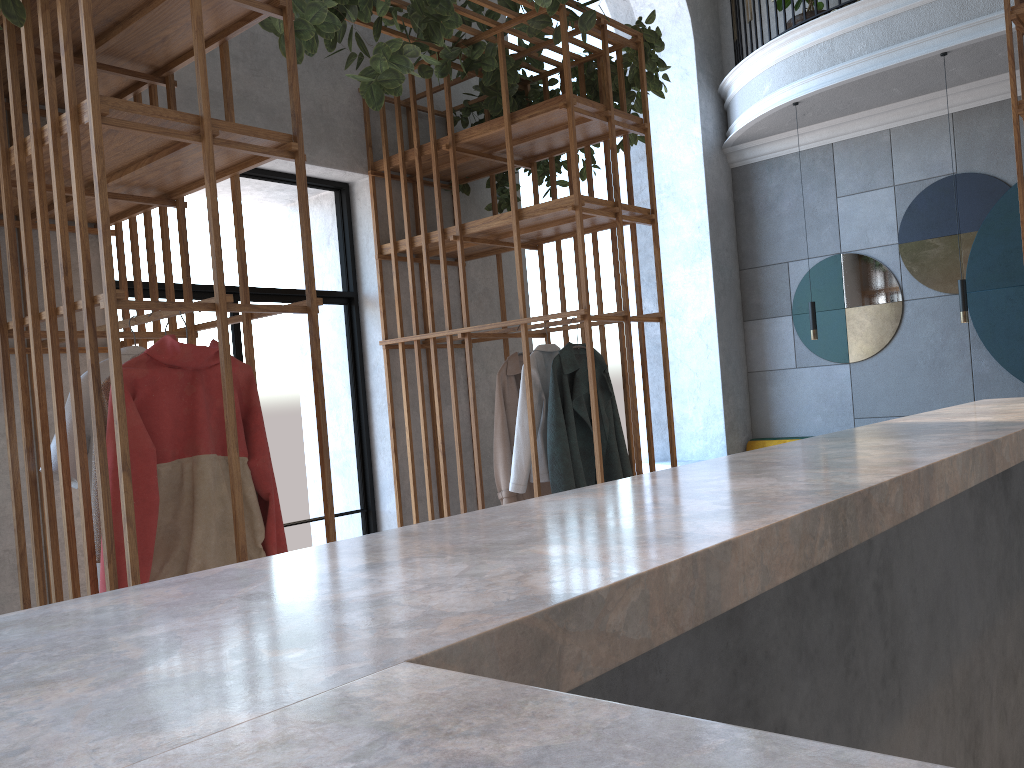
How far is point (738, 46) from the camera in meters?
7.6 m

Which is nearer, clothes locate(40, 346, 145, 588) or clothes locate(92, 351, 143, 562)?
clothes locate(92, 351, 143, 562)

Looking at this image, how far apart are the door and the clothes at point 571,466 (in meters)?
1.21

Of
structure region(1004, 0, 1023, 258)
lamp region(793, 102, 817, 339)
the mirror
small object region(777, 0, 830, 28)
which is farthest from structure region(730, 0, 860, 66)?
structure region(1004, 0, 1023, 258)

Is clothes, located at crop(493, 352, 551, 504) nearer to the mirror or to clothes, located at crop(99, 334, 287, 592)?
clothes, located at crop(99, 334, 287, 592)

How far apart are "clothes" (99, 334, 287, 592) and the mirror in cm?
574

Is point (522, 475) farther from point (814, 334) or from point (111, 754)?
point (111, 754)

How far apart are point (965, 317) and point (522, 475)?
3.5 meters

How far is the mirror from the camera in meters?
6.5 m

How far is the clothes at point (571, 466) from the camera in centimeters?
402cm
